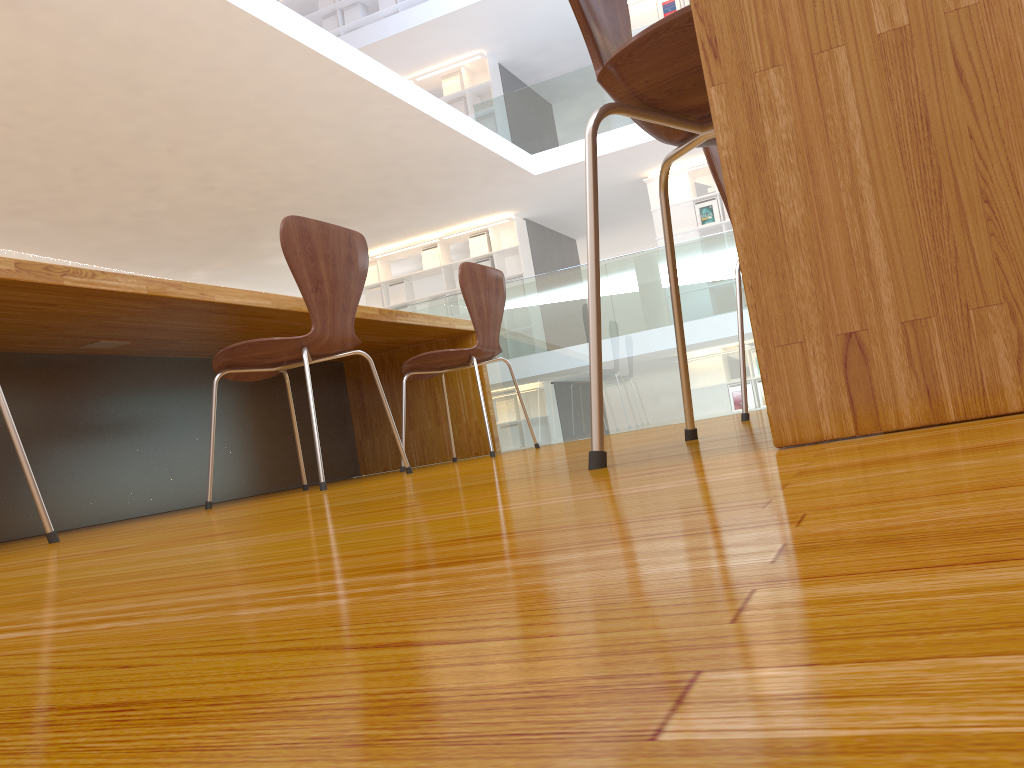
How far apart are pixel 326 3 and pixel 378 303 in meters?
4.1

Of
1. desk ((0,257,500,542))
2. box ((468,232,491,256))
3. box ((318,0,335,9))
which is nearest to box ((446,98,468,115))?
box ((468,232,491,256))

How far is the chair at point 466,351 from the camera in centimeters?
312cm

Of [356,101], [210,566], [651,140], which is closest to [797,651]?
[210,566]

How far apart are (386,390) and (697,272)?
1.5 meters

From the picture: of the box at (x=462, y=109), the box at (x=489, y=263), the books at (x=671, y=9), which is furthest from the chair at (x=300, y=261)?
the box at (x=462, y=109)

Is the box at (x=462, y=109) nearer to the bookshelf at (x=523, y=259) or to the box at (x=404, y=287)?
the bookshelf at (x=523, y=259)

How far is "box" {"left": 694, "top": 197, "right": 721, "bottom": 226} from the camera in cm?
972

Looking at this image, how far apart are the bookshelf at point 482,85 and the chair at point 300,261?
8.8 meters

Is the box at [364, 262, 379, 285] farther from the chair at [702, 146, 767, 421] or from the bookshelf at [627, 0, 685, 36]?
the chair at [702, 146, 767, 421]
